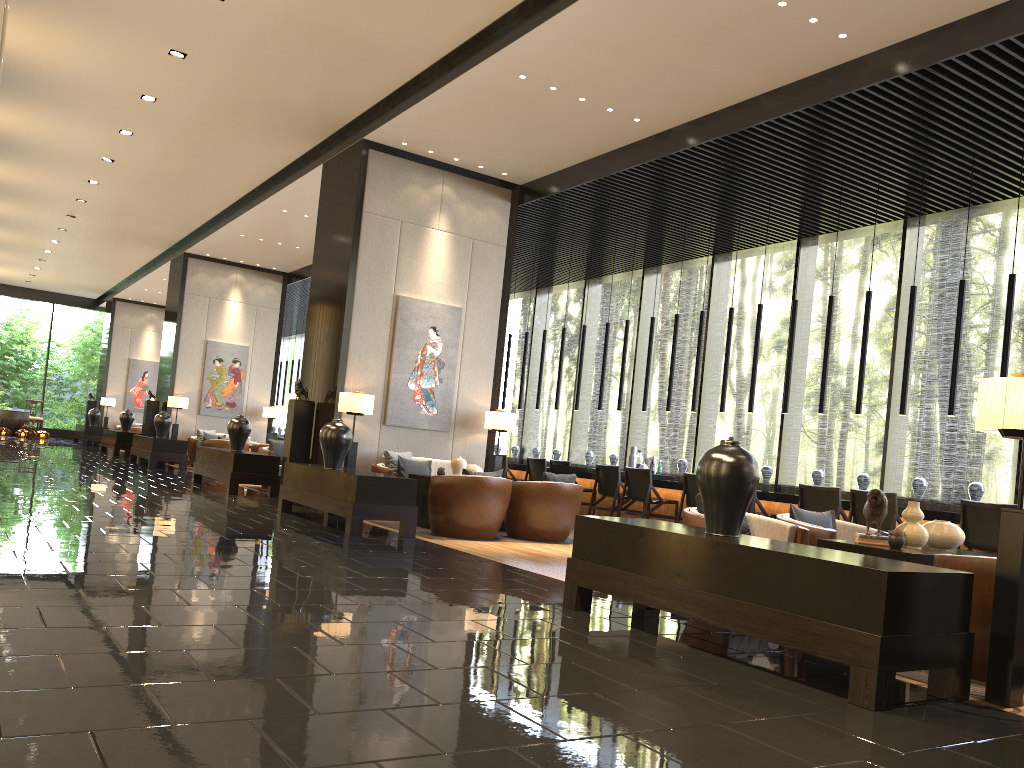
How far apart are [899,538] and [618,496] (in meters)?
6.20

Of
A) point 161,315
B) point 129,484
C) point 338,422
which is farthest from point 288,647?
point 161,315

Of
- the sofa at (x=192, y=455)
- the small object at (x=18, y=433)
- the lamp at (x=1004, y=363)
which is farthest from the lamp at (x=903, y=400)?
the small object at (x=18, y=433)

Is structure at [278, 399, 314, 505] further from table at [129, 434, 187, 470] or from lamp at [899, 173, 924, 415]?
lamp at [899, 173, 924, 415]

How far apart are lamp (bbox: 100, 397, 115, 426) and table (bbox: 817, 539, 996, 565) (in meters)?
23.59

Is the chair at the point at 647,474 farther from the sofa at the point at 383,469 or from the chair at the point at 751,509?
the sofa at the point at 383,469

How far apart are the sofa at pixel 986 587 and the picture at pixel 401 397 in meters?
6.9

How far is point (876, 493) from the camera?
4.77m

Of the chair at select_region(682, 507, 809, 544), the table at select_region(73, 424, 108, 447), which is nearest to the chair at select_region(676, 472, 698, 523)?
the chair at select_region(682, 507, 809, 544)

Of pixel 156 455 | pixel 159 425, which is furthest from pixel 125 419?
pixel 156 455
